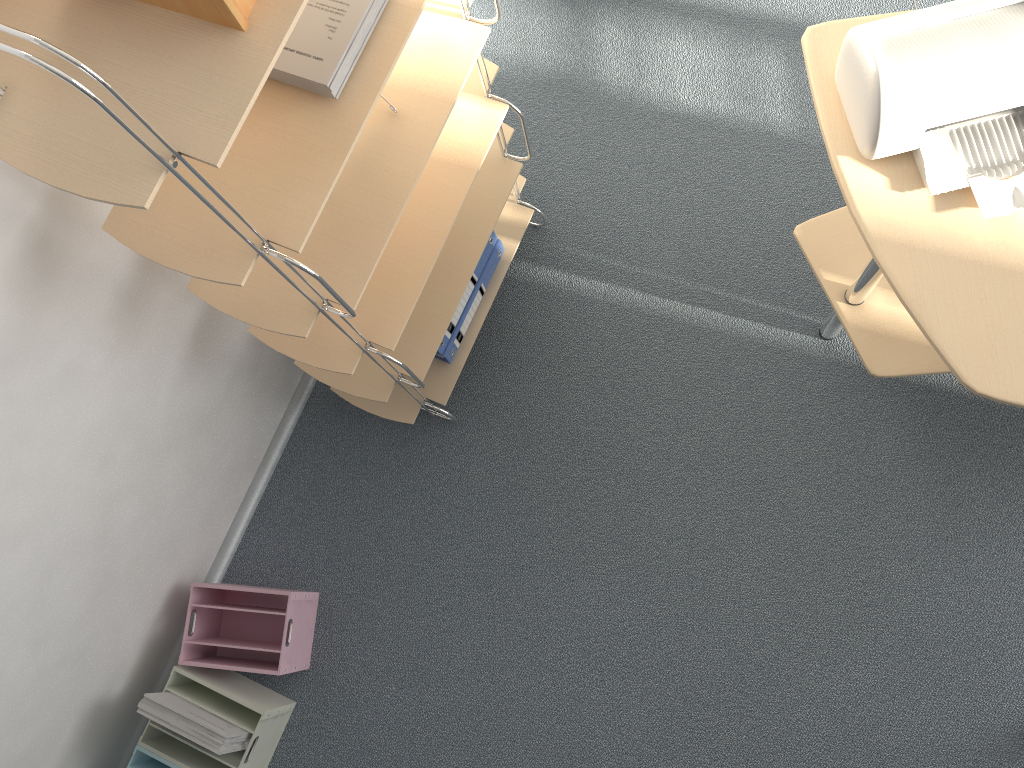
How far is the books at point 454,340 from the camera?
2.1 meters

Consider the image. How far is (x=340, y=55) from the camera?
1.22m

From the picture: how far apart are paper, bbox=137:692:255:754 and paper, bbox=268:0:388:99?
1.4 meters

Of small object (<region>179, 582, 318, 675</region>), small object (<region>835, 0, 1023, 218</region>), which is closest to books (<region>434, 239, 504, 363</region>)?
small object (<region>179, 582, 318, 675</region>)

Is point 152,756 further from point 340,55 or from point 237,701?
point 340,55

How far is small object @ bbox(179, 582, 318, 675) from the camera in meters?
2.0

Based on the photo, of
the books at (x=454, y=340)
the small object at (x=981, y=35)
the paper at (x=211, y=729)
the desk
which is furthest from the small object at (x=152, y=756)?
the small object at (x=981, y=35)

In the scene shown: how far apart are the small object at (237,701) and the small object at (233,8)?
1.5m

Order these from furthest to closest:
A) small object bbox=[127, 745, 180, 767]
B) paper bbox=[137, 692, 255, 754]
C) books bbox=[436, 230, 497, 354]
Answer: books bbox=[436, 230, 497, 354]
small object bbox=[127, 745, 180, 767]
paper bbox=[137, 692, 255, 754]

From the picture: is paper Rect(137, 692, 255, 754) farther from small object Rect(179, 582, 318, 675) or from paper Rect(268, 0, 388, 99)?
paper Rect(268, 0, 388, 99)
